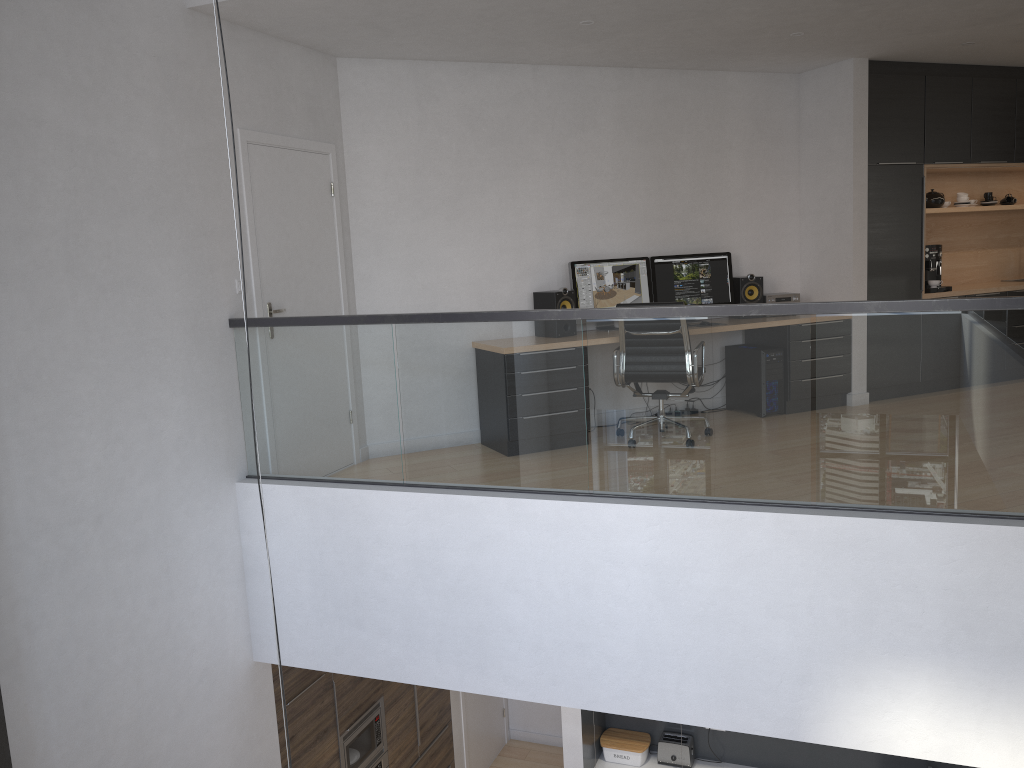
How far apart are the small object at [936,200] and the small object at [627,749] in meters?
5.1 m

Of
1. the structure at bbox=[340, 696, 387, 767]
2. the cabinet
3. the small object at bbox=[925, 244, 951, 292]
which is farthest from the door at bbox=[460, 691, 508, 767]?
the small object at bbox=[925, 244, 951, 292]

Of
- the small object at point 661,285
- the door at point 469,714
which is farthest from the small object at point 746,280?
the door at point 469,714

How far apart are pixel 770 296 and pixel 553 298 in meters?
1.9 m

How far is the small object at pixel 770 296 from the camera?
7.1 meters

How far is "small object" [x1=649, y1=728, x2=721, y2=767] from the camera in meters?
6.6

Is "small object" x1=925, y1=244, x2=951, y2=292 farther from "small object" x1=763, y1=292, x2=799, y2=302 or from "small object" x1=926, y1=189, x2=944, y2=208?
"small object" x1=763, y1=292, x2=799, y2=302

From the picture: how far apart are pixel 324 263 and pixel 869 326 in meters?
3.4

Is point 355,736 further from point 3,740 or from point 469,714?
point 3,740

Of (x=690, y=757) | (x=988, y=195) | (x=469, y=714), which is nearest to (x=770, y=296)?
(x=988, y=195)
